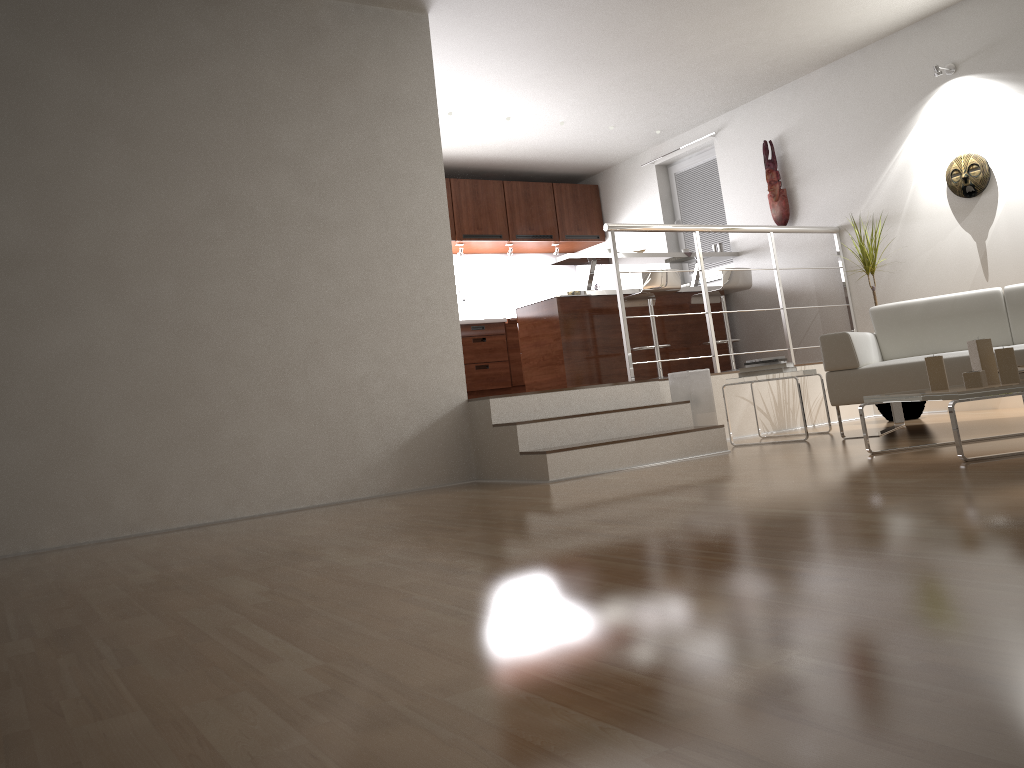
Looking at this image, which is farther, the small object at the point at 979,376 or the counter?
the counter

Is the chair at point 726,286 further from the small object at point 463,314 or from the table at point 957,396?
the table at point 957,396

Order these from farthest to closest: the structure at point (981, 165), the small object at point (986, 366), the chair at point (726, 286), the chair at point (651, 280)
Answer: the chair at point (726, 286) → the chair at point (651, 280) → the structure at point (981, 165) → the small object at point (986, 366)

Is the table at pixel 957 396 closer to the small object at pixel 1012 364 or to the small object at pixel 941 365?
the small object at pixel 941 365

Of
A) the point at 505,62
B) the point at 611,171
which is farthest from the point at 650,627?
the point at 611,171

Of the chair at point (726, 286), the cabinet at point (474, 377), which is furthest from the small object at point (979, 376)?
the cabinet at point (474, 377)

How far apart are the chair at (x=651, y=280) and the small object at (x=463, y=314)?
2.33m

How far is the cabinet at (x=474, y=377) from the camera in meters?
8.5

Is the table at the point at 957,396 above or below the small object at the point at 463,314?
below

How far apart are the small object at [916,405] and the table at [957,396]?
2.21m
